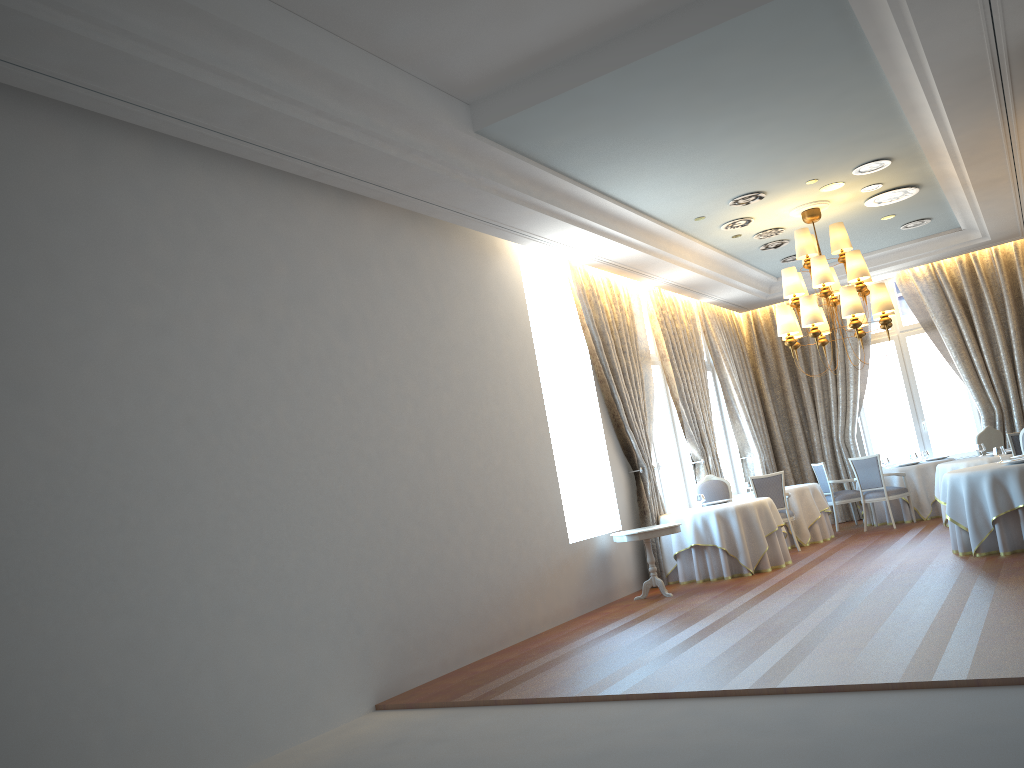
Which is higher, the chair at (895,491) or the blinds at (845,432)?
the blinds at (845,432)

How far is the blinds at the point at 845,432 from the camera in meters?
15.5 m

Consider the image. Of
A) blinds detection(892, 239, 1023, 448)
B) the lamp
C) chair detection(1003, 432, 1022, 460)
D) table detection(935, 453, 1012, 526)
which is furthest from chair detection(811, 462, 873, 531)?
chair detection(1003, 432, 1022, 460)

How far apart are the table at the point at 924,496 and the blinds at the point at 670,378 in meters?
2.7 m

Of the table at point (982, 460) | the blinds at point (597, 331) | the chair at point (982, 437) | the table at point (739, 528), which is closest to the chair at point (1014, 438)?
the table at point (982, 460)

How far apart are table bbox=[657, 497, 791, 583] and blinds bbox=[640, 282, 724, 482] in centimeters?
214cm

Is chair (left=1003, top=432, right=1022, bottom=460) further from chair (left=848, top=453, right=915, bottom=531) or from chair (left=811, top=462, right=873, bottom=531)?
chair (left=811, top=462, right=873, bottom=531)

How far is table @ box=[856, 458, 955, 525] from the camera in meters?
13.4

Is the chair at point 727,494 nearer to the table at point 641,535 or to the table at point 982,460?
the table at point 641,535

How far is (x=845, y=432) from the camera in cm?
1548
